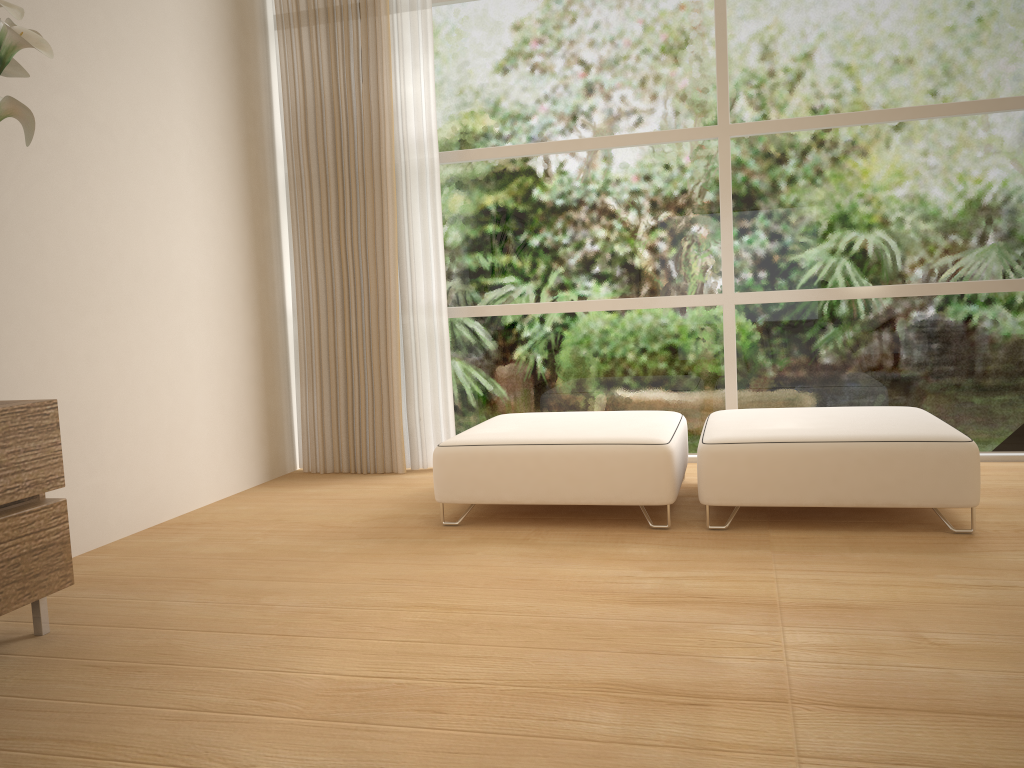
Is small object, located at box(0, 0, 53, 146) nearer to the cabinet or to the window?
the cabinet

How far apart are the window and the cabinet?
2.6 meters

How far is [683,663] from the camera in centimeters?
209cm

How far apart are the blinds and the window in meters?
0.1

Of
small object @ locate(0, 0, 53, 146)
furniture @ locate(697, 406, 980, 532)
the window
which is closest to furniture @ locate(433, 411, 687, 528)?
furniture @ locate(697, 406, 980, 532)

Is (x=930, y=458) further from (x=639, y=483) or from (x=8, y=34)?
(x=8, y=34)

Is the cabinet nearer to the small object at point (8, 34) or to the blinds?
the small object at point (8, 34)

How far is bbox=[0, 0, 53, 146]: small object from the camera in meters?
2.1

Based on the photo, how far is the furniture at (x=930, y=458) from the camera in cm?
304

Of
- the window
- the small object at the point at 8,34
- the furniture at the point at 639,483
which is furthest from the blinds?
the small object at the point at 8,34
